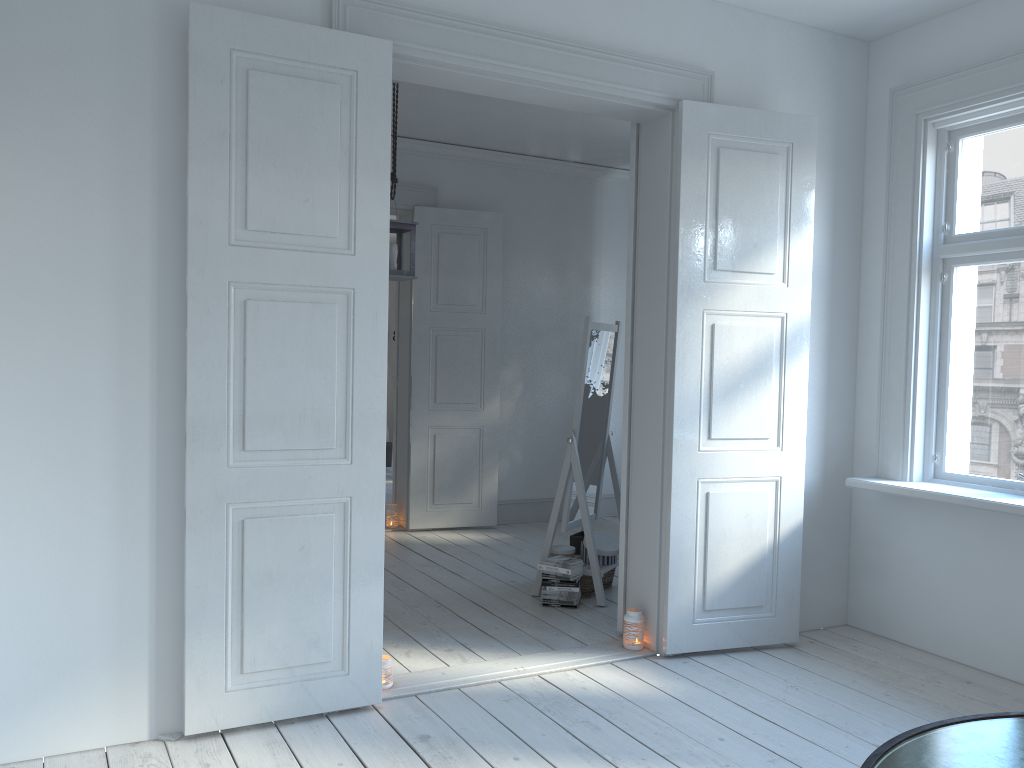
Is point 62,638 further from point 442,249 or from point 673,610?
point 442,249

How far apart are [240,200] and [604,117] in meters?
3.3 m

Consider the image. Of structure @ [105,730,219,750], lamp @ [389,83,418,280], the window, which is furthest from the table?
lamp @ [389,83,418,280]

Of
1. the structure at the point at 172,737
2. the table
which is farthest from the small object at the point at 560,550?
the table

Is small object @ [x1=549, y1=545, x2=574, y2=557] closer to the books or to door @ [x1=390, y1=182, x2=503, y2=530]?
the books

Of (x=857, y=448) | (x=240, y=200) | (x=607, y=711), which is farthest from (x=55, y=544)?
(x=857, y=448)

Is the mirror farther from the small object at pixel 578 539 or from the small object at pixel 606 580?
the small object at pixel 606 580

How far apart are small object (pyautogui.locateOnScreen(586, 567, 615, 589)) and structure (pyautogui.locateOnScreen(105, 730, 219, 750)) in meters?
2.6

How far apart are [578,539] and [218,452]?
2.6 meters

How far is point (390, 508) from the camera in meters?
6.5 m
